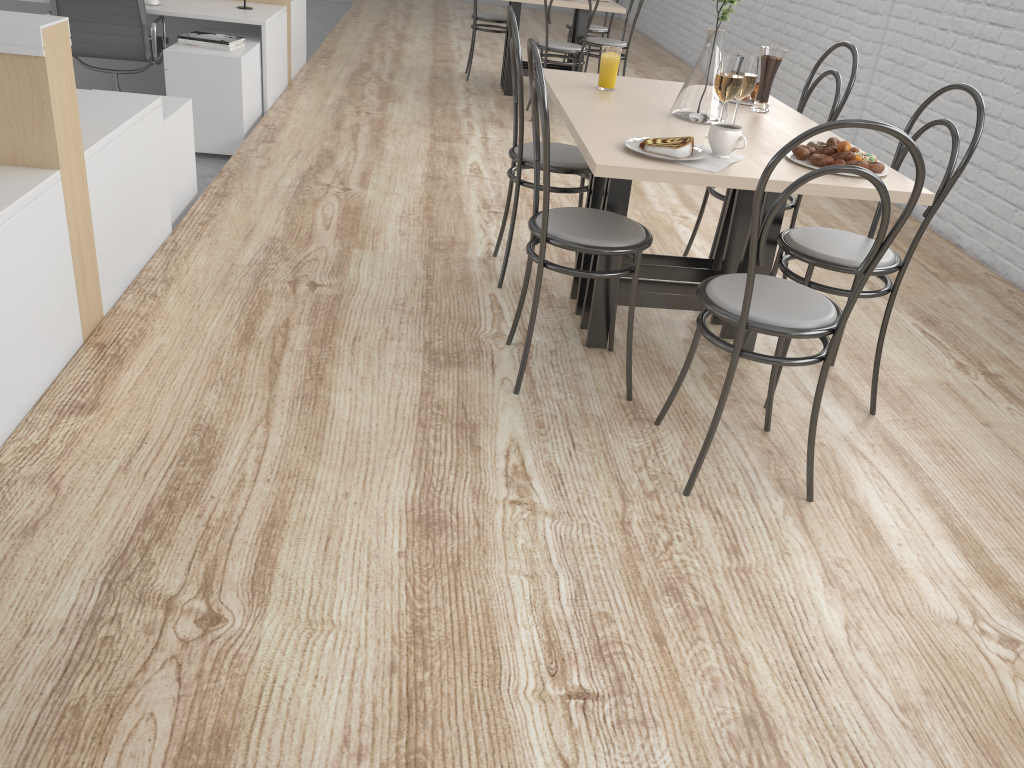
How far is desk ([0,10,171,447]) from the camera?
1.58m

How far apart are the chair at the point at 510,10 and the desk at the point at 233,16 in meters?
1.9 m

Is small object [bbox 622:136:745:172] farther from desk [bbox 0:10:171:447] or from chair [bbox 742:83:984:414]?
desk [bbox 0:10:171:447]

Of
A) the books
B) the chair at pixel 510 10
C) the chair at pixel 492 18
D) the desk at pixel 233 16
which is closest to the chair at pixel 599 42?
the chair at pixel 492 18

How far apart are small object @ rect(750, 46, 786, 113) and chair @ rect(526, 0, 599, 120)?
2.2 meters

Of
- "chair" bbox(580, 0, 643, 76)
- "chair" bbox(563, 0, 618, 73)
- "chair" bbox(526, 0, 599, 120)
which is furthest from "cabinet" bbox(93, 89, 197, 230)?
"chair" bbox(563, 0, 618, 73)

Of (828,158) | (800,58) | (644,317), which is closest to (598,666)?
(828,158)

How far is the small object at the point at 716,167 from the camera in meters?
1.6 m

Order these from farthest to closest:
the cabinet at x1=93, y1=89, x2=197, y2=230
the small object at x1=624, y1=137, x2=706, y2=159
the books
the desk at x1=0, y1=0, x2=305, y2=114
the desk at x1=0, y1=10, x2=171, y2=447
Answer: the desk at x1=0, y1=0, x2=305, y2=114
the books
the cabinet at x1=93, y1=89, x2=197, y2=230
the small object at x1=624, y1=137, x2=706, y2=159
the desk at x1=0, y1=10, x2=171, y2=447

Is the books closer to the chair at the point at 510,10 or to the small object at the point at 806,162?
the chair at the point at 510,10
